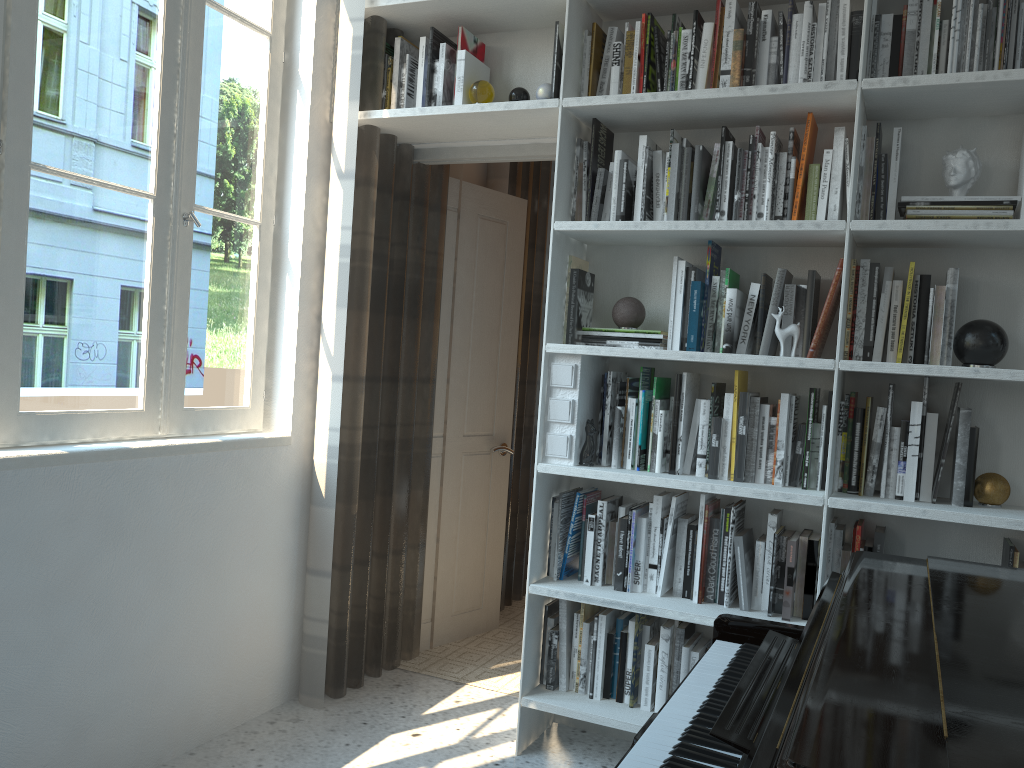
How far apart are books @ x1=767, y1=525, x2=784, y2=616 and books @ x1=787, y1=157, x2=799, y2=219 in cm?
95

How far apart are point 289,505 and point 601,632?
1.11m

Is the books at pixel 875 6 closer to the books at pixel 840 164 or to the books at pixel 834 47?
the books at pixel 834 47

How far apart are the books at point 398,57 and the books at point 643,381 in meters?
1.3

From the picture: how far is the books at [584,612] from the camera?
2.8m

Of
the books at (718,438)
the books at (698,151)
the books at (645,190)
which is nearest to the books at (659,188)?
the books at (645,190)

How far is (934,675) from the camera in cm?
120

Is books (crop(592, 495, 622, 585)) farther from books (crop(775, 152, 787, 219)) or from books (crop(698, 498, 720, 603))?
books (crop(775, 152, 787, 219))

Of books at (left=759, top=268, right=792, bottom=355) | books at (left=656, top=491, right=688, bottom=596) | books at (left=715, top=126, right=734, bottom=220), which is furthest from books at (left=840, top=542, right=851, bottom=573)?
books at (left=715, top=126, right=734, bottom=220)

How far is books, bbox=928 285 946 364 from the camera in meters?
2.4
